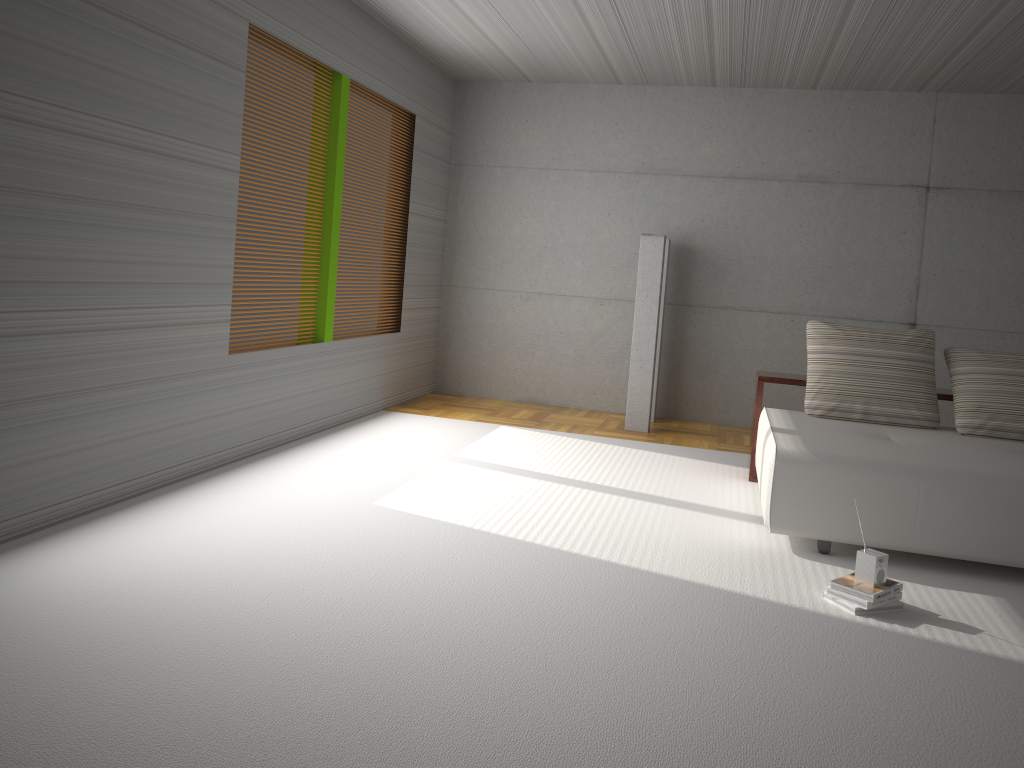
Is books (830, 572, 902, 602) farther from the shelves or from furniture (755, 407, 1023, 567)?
the shelves

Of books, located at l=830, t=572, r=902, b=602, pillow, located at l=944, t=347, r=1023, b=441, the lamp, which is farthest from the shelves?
books, located at l=830, t=572, r=902, b=602

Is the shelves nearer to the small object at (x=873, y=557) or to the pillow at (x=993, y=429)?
the pillow at (x=993, y=429)

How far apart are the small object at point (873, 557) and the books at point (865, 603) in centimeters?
8cm

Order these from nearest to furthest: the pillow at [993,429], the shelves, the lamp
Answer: the pillow at [993,429], the shelves, the lamp

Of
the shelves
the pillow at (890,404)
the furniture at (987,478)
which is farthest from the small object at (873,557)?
the shelves

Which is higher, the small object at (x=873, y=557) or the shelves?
the shelves

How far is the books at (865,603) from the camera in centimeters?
364cm

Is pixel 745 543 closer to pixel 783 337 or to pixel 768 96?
pixel 783 337

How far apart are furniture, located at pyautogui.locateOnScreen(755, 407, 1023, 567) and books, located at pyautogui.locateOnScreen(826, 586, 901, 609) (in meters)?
0.58
